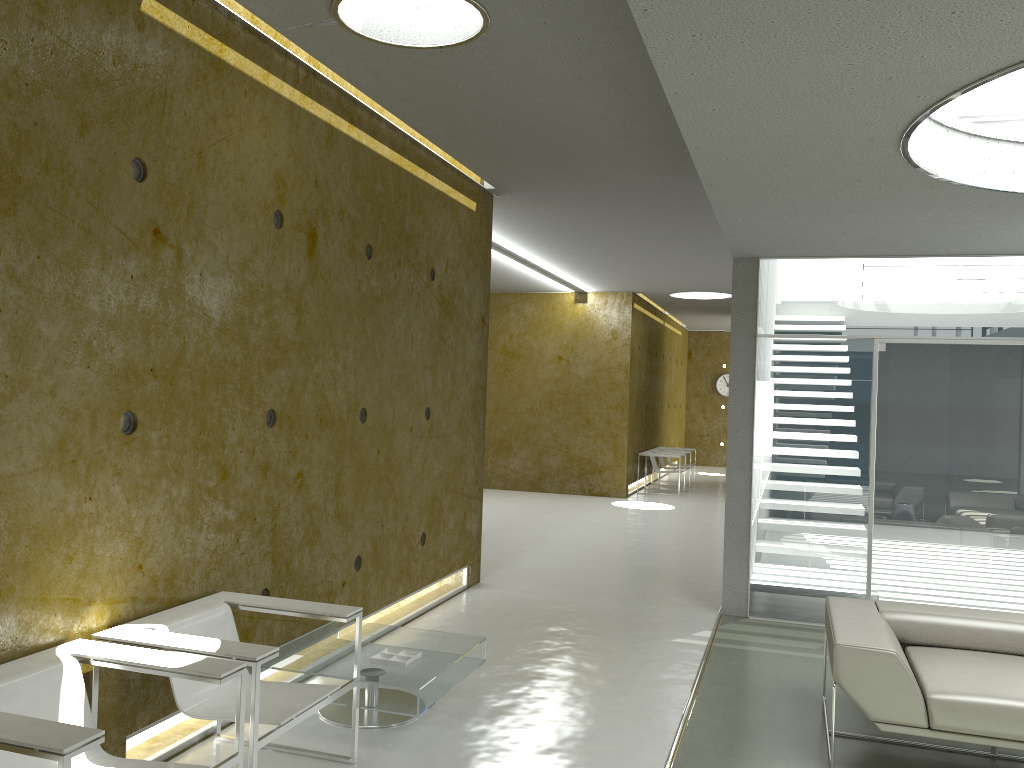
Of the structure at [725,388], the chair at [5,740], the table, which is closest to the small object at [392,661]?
the table

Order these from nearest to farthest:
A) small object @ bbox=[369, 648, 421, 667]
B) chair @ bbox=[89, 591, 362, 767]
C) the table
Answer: chair @ bbox=[89, 591, 362, 767] < the table < small object @ bbox=[369, 648, 421, 667]

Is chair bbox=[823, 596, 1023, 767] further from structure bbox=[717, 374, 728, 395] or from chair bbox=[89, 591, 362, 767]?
structure bbox=[717, 374, 728, 395]

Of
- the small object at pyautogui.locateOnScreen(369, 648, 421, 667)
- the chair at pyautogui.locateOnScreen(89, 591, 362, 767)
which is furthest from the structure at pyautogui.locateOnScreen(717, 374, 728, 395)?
the chair at pyautogui.locateOnScreen(89, 591, 362, 767)

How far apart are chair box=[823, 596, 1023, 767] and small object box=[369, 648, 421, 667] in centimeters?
193cm

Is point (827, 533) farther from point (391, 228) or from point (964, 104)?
point (391, 228)

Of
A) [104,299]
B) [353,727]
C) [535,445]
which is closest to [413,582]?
[353,727]

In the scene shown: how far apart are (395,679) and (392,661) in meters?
0.2 m

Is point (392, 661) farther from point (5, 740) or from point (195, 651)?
point (5, 740)

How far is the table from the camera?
4.03m
